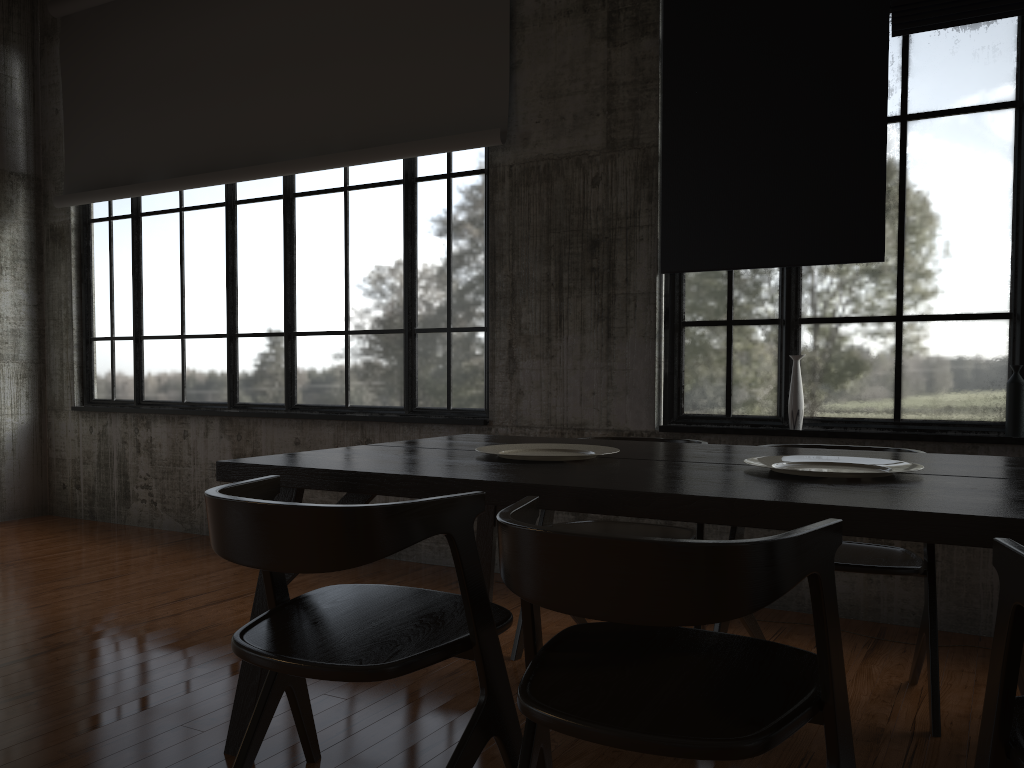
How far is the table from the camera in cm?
199

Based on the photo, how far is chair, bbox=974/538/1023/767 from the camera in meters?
1.6 m

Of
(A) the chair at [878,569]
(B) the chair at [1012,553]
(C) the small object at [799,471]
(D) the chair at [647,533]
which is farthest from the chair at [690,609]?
(D) the chair at [647,533]

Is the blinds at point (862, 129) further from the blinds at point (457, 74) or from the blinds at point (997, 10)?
the blinds at point (457, 74)

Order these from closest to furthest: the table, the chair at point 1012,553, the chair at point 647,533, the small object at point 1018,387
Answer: the chair at point 1012,553 < the table < the chair at point 647,533 < the small object at point 1018,387

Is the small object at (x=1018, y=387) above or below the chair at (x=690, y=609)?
above

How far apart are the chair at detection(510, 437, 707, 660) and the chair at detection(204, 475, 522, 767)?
1.2m

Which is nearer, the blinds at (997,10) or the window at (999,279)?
the blinds at (997,10)

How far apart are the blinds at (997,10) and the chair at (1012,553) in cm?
367

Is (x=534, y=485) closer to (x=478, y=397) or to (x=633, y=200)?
(x=633, y=200)
